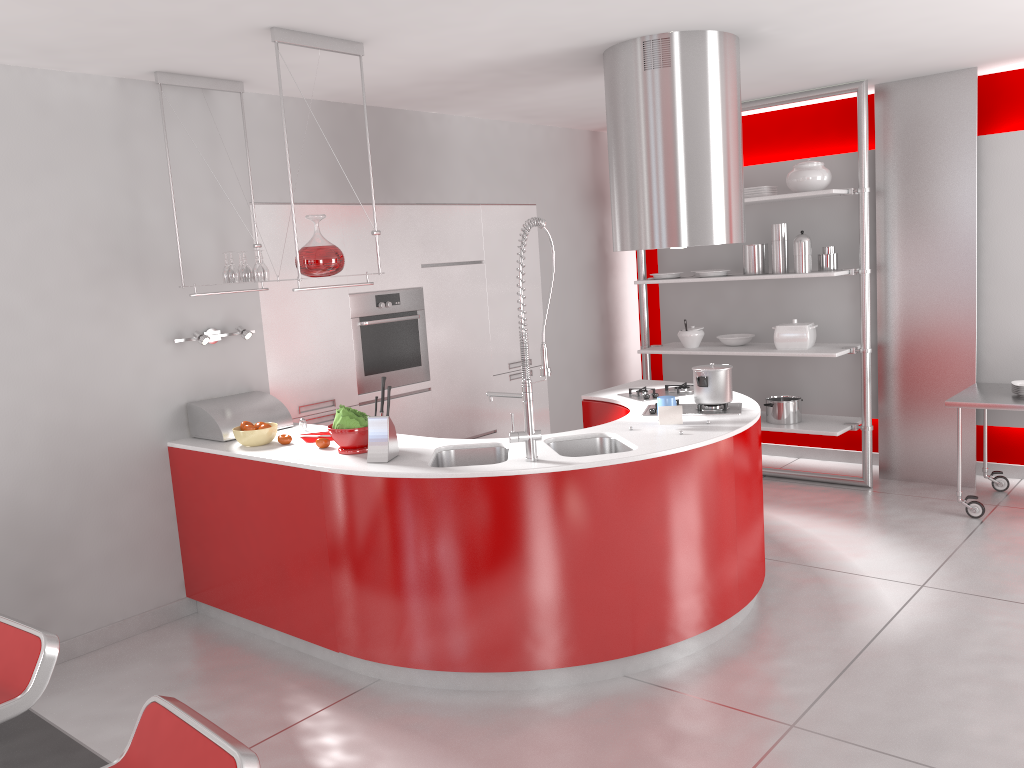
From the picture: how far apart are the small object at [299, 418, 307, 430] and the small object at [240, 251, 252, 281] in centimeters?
75cm

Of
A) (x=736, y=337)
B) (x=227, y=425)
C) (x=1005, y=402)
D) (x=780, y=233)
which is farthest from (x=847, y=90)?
(x=227, y=425)

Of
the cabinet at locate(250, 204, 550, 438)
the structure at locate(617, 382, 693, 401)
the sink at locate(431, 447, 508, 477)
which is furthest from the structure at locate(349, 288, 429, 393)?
the sink at locate(431, 447, 508, 477)

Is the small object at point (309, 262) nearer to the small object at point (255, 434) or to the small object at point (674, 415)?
the small object at point (255, 434)

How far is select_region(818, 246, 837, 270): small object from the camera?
5.79m

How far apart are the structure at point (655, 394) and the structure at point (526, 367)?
1.3m

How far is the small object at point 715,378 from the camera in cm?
409

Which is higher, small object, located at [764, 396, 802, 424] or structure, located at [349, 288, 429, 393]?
structure, located at [349, 288, 429, 393]

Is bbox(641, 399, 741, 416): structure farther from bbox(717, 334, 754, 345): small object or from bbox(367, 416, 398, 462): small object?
bbox(717, 334, 754, 345): small object

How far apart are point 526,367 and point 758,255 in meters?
3.2 m
